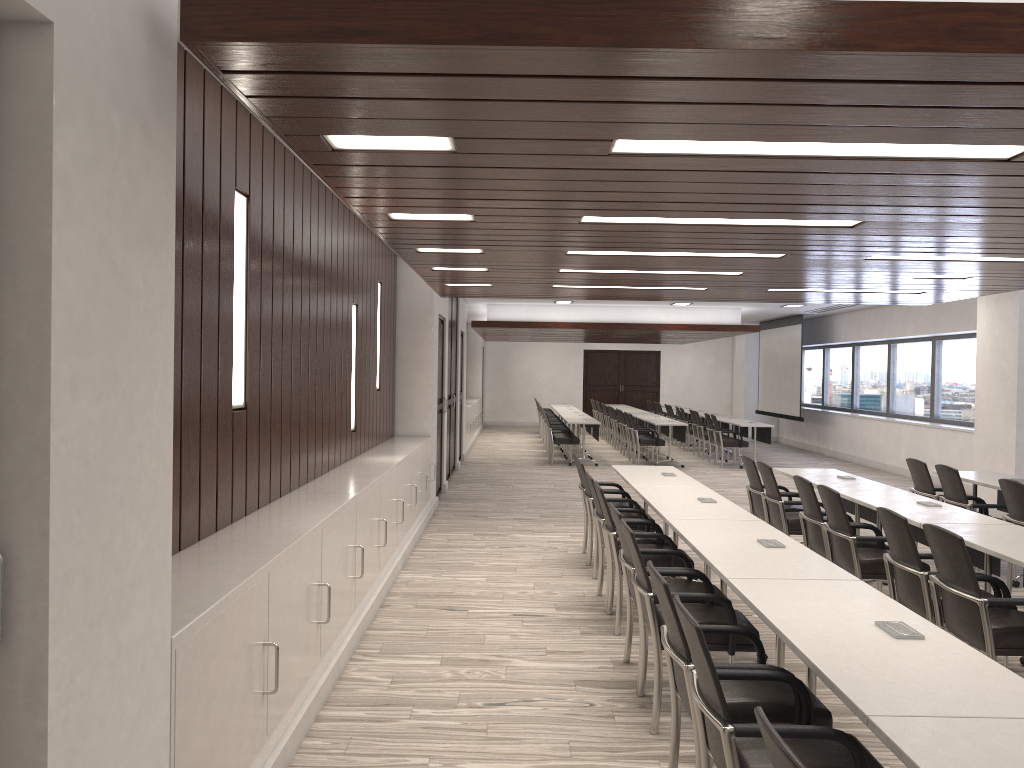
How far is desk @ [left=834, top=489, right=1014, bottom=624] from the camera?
5.5m

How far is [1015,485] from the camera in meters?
6.3 m

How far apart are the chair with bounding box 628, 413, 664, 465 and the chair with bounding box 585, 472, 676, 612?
9.2m

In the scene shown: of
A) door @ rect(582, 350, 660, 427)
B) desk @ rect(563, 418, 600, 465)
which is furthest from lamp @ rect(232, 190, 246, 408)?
door @ rect(582, 350, 660, 427)

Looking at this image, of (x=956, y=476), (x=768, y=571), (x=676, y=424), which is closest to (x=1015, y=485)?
(x=956, y=476)

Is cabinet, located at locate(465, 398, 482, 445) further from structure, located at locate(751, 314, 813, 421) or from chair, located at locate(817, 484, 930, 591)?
chair, located at locate(817, 484, 930, 591)

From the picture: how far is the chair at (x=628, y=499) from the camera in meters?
7.1 m

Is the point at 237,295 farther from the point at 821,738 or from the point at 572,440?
the point at 572,440

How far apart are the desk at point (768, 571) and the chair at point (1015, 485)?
2.3m

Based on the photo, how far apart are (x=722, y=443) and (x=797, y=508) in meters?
8.1 m
